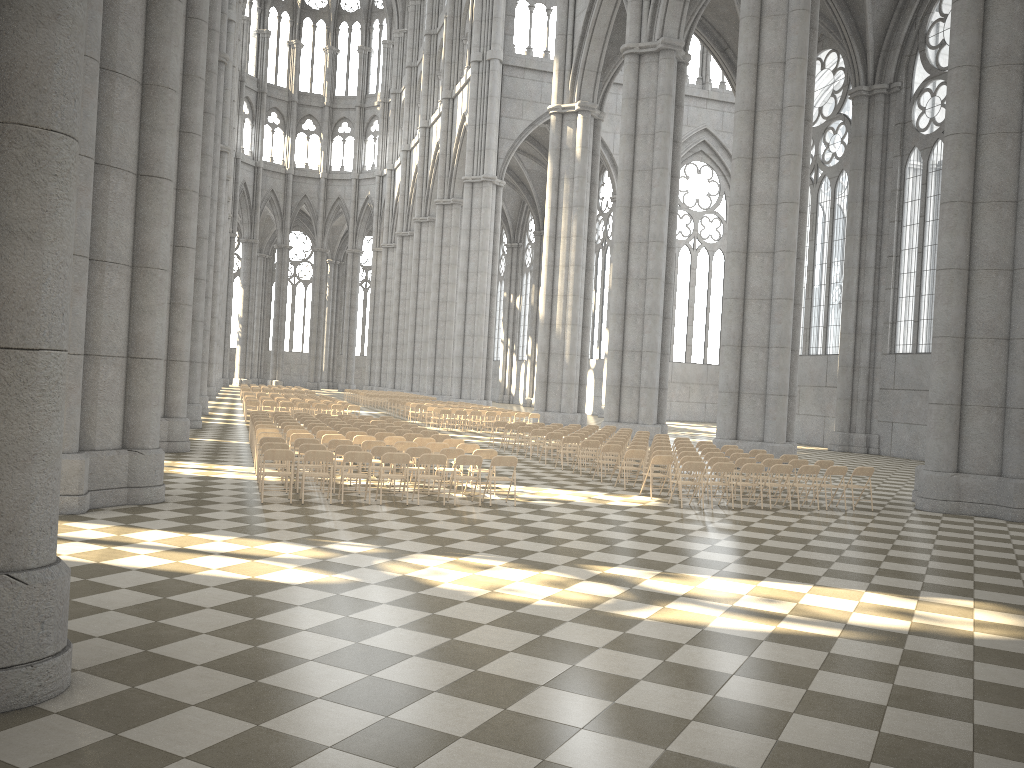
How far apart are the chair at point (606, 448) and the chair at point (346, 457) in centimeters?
643cm

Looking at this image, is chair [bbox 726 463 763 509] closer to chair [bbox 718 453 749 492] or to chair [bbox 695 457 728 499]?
chair [bbox 695 457 728 499]

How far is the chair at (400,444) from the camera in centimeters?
1599cm

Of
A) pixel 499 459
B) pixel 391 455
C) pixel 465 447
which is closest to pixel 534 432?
pixel 465 447

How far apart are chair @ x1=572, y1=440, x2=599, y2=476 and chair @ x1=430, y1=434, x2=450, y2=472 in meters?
3.2 m

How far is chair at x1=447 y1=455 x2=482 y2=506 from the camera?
13.98m

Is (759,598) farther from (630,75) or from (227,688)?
(630,75)

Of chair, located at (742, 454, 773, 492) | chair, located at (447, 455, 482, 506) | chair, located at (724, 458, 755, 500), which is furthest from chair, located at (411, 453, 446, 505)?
chair, located at (742, 454, 773, 492)

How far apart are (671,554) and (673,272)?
22.43m

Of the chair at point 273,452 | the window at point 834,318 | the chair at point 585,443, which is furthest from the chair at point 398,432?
the window at point 834,318
